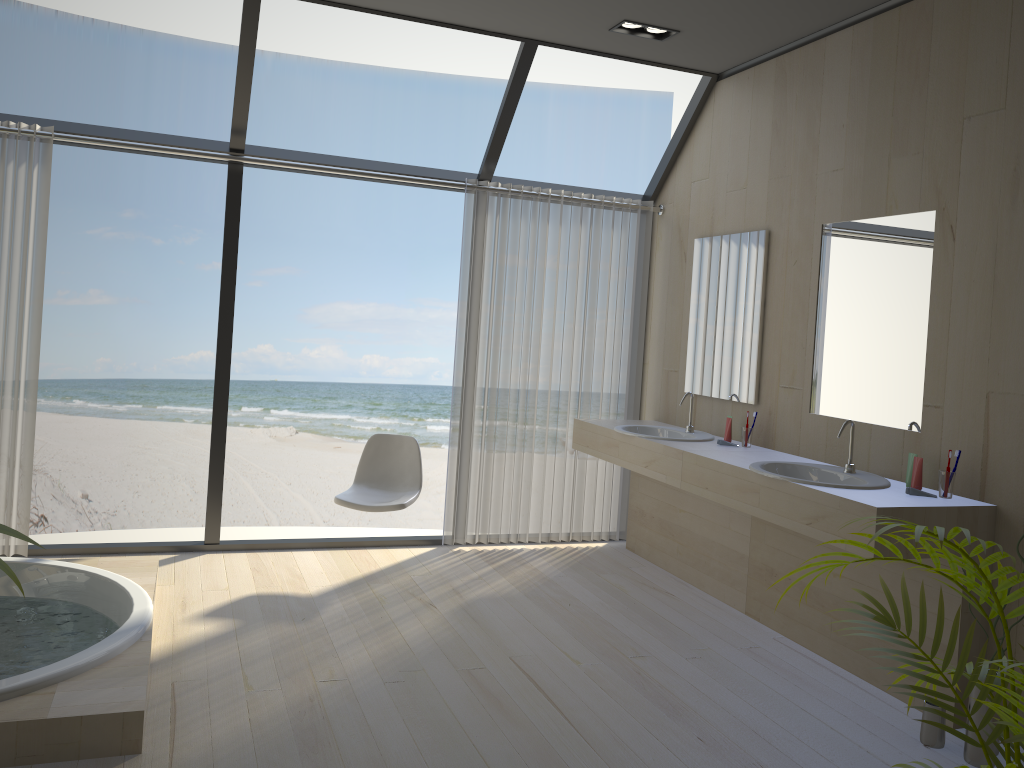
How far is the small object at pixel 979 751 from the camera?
2.8m

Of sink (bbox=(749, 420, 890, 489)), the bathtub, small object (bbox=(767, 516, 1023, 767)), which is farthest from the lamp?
the bathtub

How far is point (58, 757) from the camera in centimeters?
251cm

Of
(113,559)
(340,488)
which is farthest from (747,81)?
(340,488)

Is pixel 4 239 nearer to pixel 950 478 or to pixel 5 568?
pixel 5 568

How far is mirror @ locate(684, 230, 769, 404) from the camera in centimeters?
443cm

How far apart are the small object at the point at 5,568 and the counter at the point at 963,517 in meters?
2.6 m

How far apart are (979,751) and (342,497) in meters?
2.9

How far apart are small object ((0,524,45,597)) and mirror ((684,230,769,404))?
3.71m

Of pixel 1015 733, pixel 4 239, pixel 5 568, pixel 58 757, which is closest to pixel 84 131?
pixel 4 239
